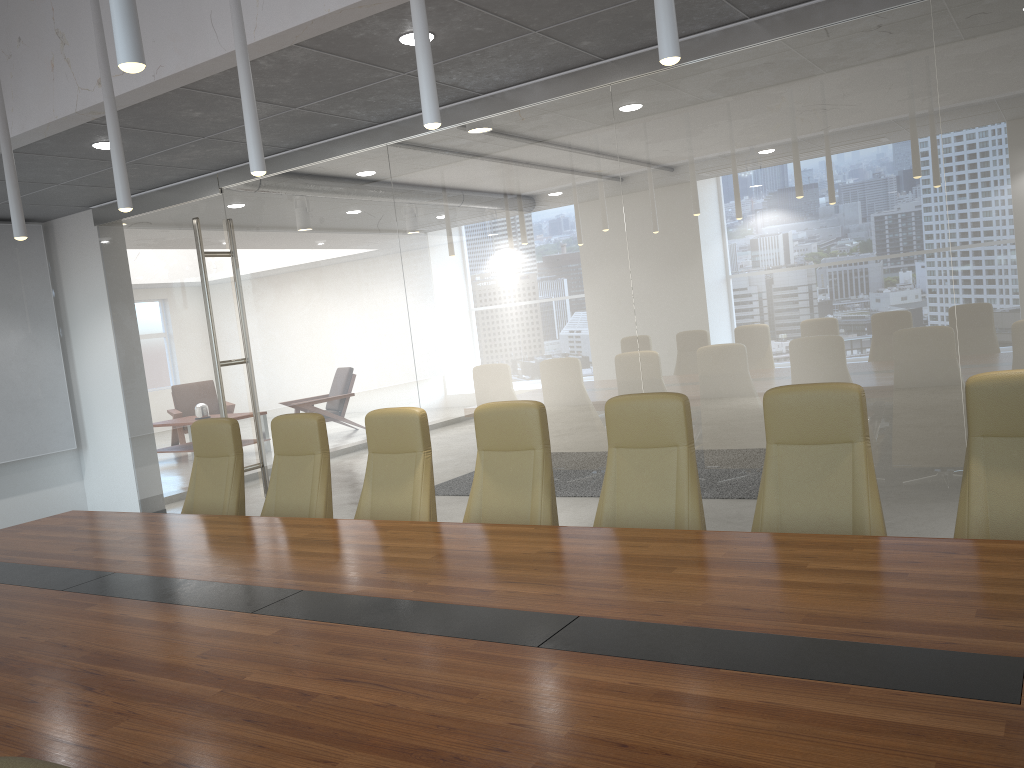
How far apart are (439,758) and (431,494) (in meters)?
3.07

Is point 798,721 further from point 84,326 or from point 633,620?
point 84,326

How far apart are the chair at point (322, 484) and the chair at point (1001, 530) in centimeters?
347cm

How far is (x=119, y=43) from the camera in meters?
2.3 m

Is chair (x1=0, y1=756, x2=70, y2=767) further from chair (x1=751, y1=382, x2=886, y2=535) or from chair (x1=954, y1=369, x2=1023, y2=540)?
chair (x1=954, y1=369, x2=1023, y2=540)

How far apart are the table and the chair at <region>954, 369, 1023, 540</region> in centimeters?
55cm

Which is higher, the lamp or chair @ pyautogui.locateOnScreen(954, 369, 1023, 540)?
the lamp

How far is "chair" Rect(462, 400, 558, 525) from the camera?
4.6 meters

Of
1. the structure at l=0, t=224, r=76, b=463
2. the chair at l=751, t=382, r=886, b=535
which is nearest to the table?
the chair at l=751, t=382, r=886, b=535

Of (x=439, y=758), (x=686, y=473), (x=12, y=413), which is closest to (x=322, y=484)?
(x=686, y=473)
